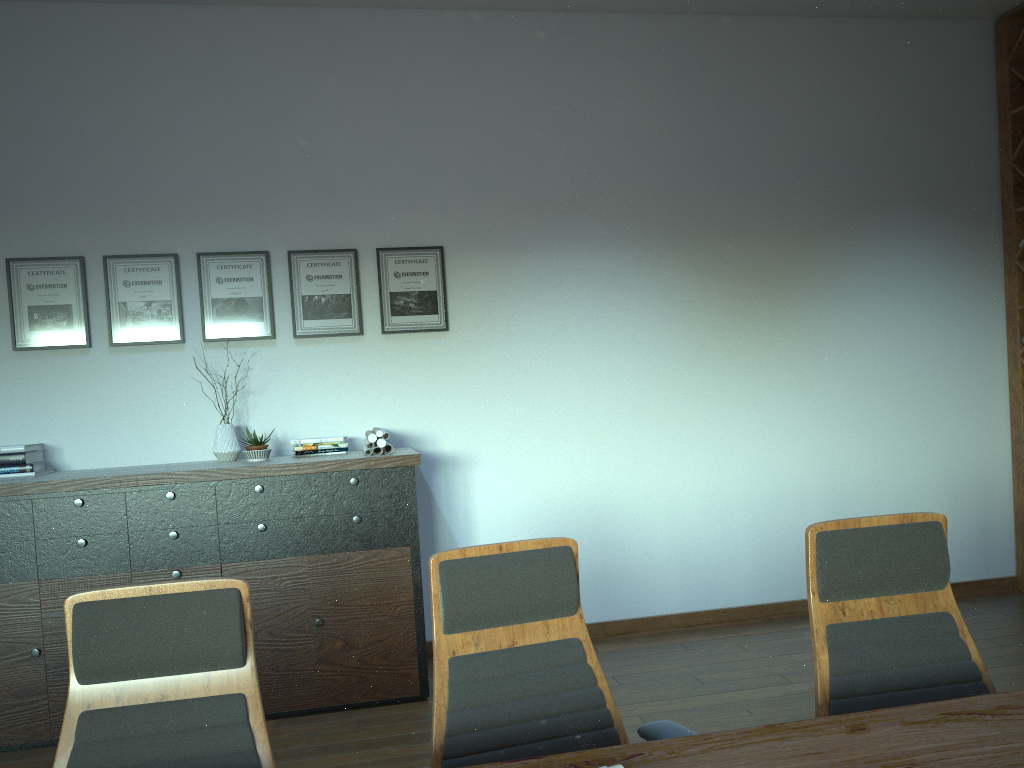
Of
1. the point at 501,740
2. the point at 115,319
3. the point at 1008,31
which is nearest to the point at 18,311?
the point at 115,319

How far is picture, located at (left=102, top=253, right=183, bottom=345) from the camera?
4.8m

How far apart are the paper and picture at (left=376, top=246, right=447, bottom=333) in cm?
59

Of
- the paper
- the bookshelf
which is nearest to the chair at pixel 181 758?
the paper

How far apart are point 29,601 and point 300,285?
2.1m

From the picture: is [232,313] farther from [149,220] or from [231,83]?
[231,83]

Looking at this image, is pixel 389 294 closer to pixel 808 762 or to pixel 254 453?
pixel 254 453

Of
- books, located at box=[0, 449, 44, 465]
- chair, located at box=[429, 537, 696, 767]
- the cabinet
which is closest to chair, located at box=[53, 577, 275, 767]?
chair, located at box=[429, 537, 696, 767]

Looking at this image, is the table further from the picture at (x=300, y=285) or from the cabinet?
the picture at (x=300, y=285)

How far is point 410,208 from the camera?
5.1 meters
